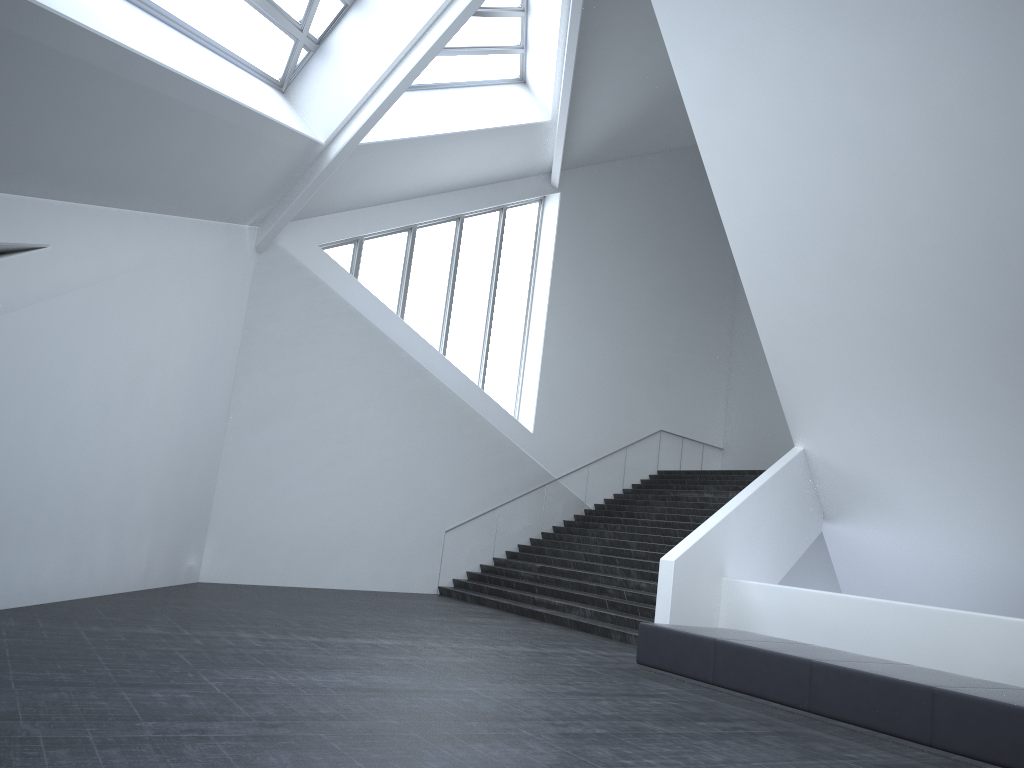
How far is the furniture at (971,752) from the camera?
6.39m

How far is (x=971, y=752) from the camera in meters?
6.4

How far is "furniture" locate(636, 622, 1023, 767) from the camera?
6.4m
